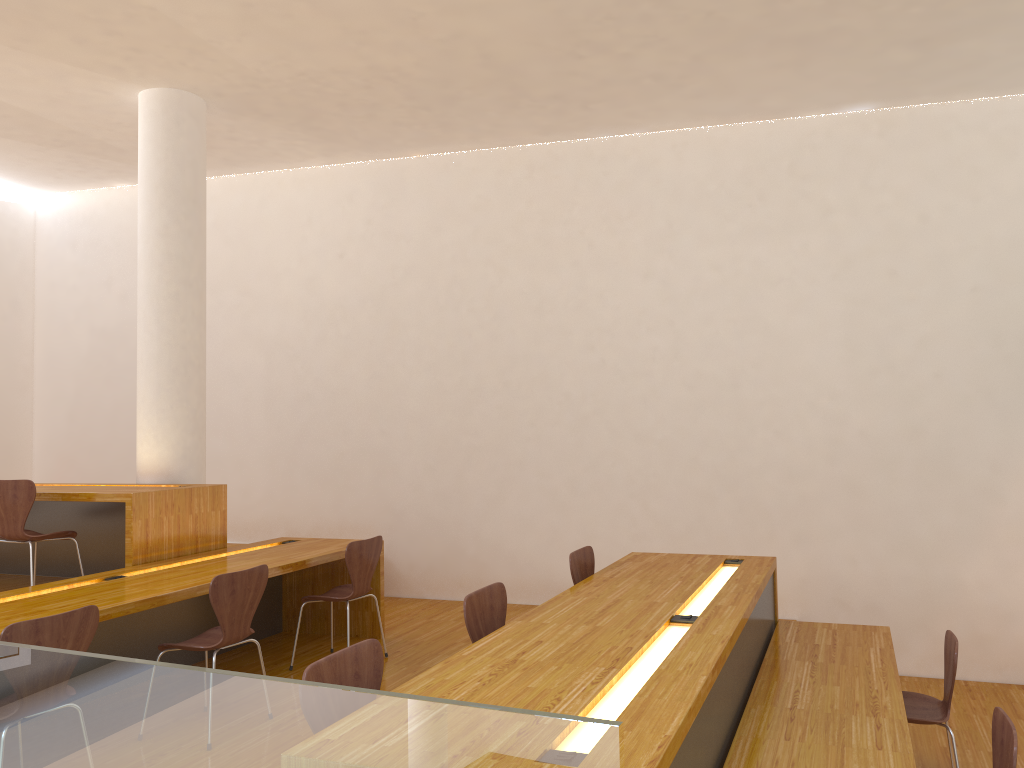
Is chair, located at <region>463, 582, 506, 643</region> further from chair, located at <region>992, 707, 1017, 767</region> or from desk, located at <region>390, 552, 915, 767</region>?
chair, located at <region>992, 707, 1017, 767</region>

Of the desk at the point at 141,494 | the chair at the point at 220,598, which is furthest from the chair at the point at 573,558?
the desk at the point at 141,494

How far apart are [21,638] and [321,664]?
1.21m

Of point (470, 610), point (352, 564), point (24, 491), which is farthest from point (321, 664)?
point (24, 491)

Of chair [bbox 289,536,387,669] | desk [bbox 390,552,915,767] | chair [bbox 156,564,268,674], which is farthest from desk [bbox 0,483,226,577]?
desk [bbox 390,552,915,767]

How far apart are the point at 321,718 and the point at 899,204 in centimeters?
525cm

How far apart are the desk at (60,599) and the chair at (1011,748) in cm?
317

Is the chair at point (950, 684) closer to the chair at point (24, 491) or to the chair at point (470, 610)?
the chair at point (470, 610)

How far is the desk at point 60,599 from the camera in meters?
3.7

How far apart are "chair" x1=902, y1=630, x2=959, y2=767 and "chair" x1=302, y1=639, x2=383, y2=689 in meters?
2.3
